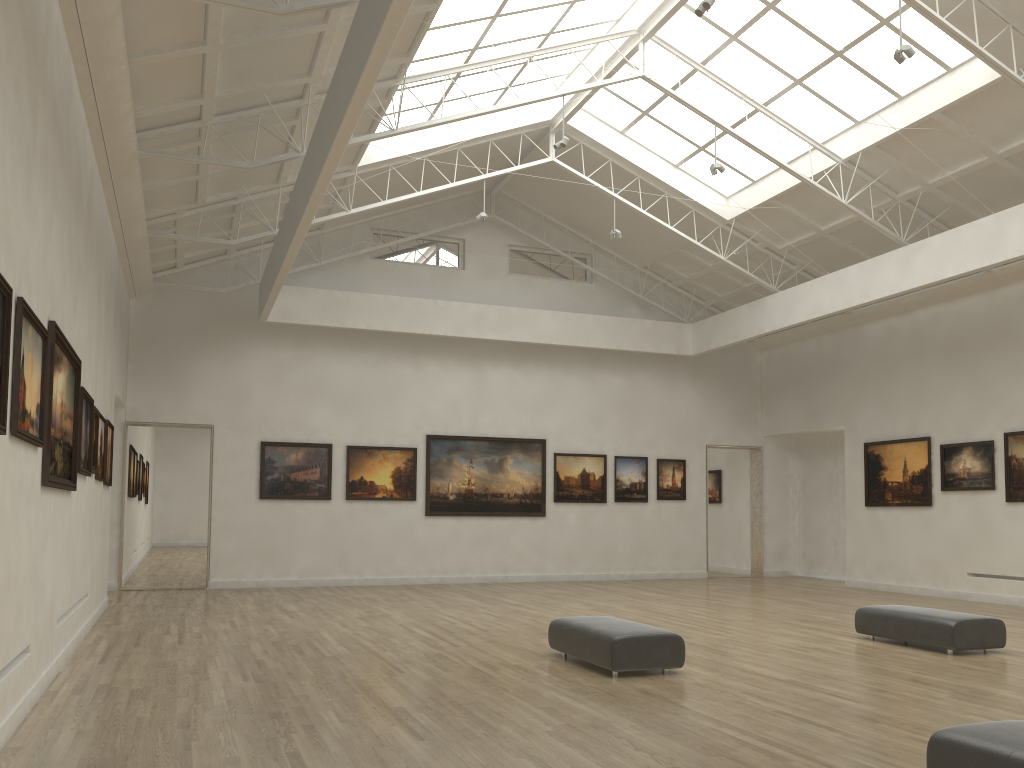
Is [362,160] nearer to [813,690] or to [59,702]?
[59,702]
